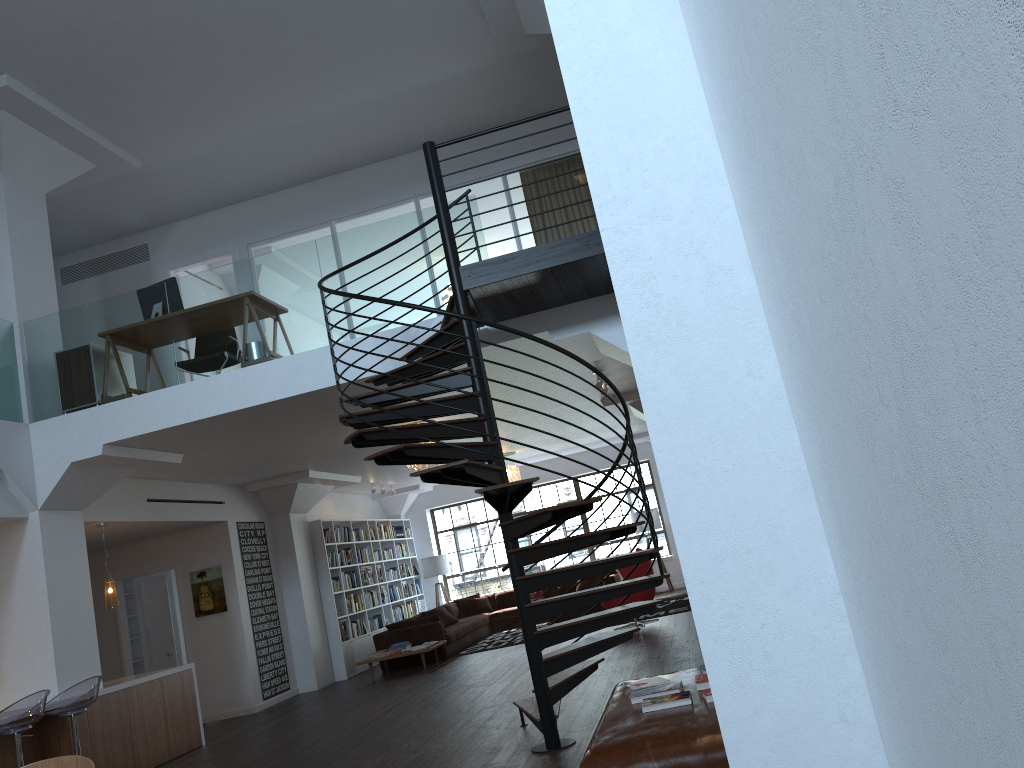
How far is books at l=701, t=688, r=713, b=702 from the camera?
3.9 meters

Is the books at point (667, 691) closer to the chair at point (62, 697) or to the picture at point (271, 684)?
the chair at point (62, 697)

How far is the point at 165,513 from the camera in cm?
1051

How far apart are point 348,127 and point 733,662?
9.3m

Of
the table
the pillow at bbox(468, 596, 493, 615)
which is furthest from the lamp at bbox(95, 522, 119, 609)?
the pillow at bbox(468, 596, 493, 615)

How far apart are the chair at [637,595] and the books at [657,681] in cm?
731

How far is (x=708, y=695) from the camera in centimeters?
394cm

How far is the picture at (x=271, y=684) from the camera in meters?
12.0

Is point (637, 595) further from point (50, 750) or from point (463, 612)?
point (50, 750)

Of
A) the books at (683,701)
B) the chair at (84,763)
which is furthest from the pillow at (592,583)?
the chair at (84,763)
